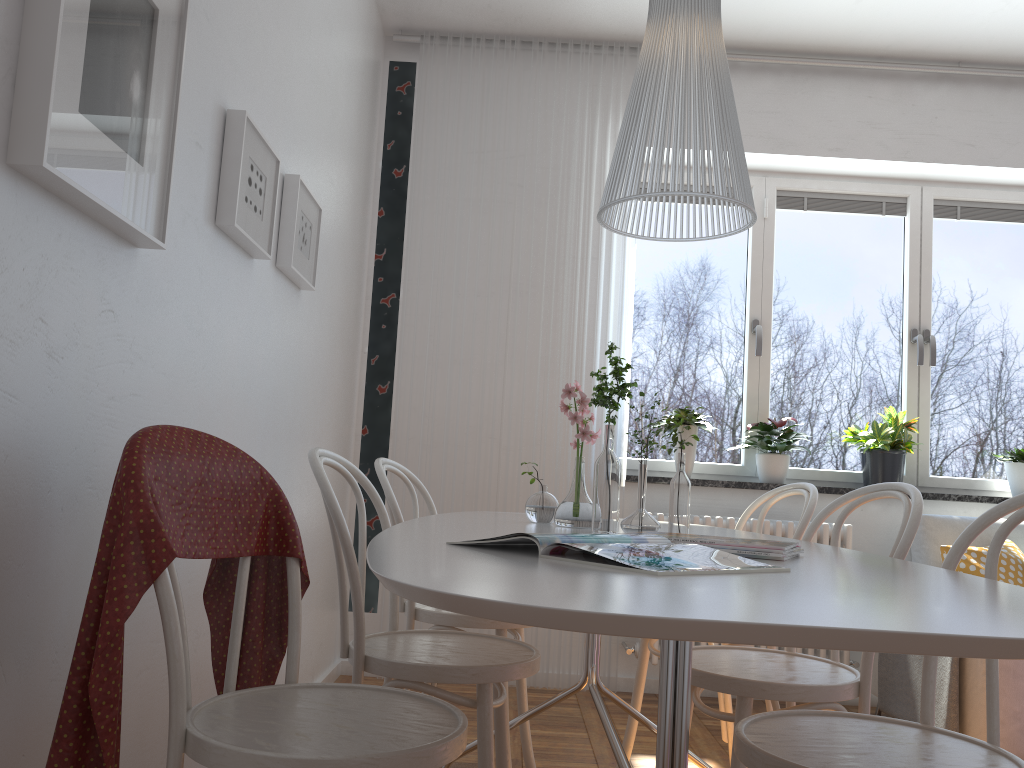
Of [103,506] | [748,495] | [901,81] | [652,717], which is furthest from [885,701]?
[103,506]

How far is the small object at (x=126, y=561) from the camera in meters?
1.2 m

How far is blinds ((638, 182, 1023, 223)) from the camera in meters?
4.3 m

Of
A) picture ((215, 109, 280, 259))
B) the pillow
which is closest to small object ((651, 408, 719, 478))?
the pillow

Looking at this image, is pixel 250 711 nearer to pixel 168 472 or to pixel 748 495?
pixel 168 472

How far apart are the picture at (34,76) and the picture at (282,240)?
0.9m

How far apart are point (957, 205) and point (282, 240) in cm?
337

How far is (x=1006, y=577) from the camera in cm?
323

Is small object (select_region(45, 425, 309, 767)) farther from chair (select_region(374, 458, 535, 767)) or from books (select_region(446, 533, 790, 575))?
chair (select_region(374, 458, 535, 767))

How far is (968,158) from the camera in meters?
4.1
